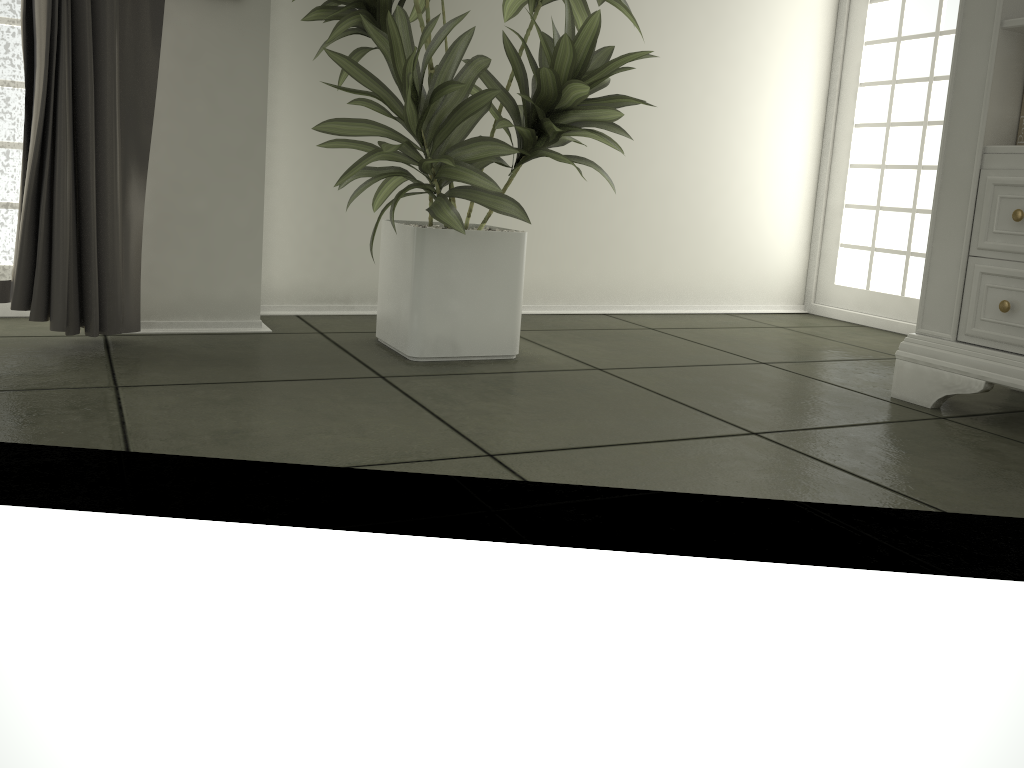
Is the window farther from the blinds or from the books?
the blinds

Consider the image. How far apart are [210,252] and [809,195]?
2.57m

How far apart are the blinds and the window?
2.72m

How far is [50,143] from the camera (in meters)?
1.96

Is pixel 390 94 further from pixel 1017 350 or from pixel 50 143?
pixel 1017 350

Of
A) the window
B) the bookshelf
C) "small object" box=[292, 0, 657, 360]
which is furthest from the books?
the window

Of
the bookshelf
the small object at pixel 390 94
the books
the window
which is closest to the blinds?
the small object at pixel 390 94

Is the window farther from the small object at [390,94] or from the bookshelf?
the small object at [390,94]

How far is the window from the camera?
3.5m

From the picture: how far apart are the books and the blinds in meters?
2.1 m
